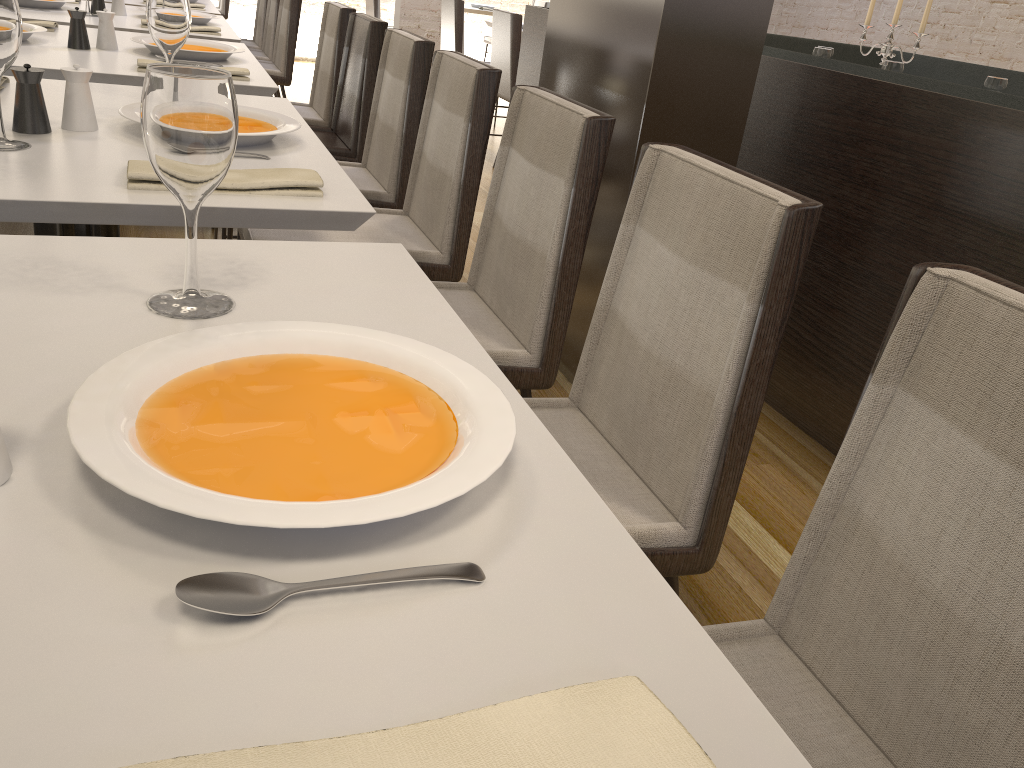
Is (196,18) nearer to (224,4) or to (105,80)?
(105,80)

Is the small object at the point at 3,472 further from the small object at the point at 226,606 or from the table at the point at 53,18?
the table at the point at 53,18

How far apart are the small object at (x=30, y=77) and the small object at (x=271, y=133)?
0.1m

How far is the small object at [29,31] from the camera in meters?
2.4

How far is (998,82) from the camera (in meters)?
3.40

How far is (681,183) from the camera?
1.2 meters

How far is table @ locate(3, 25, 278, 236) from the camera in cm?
215

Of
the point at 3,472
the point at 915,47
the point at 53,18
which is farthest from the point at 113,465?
the point at 915,47

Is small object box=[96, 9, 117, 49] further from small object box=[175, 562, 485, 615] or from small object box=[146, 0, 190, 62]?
small object box=[175, 562, 485, 615]

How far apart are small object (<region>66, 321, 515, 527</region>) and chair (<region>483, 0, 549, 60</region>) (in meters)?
9.03
